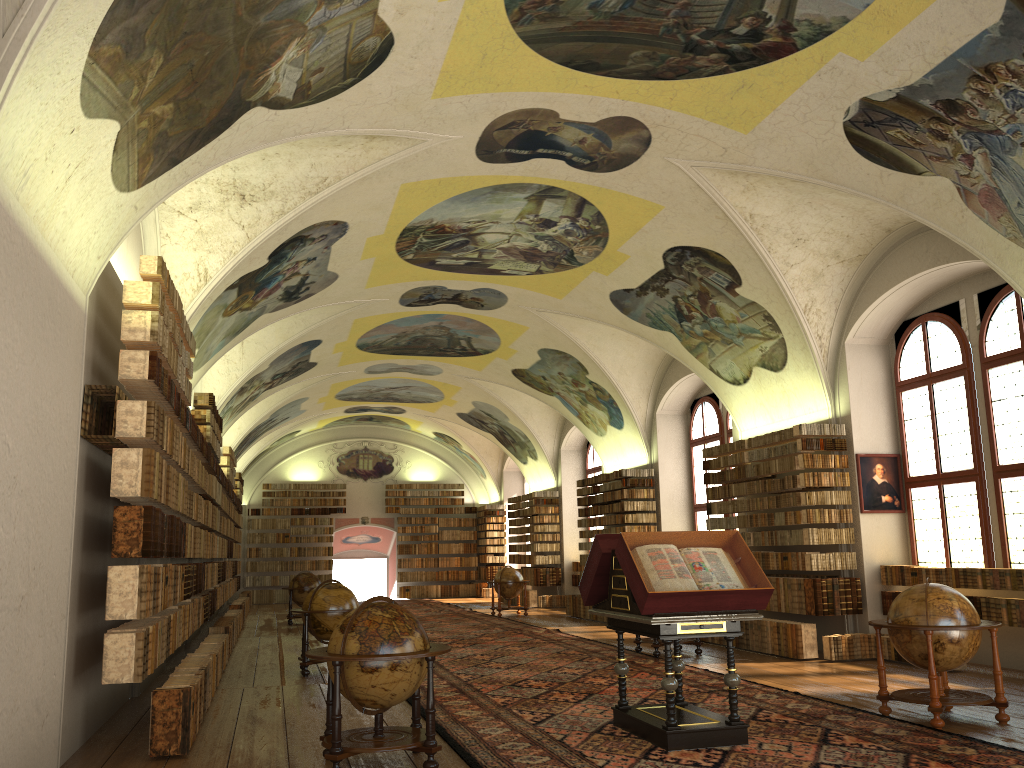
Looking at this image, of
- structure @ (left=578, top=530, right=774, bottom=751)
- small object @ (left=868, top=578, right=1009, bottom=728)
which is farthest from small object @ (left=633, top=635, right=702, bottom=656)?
structure @ (left=578, top=530, right=774, bottom=751)

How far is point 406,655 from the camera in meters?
7.3

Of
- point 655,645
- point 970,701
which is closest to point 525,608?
point 655,645

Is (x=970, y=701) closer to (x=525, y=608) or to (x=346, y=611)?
(x=346, y=611)

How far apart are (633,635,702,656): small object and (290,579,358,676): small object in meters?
5.1 m

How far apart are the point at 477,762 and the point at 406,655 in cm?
118

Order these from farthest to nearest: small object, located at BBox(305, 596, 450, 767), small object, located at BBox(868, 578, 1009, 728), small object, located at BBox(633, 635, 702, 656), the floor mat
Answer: small object, located at BBox(633, 635, 702, 656), small object, located at BBox(868, 578, 1009, 728), the floor mat, small object, located at BBox(305, 596, 450, 767)

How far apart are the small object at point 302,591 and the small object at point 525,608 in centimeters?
500cm

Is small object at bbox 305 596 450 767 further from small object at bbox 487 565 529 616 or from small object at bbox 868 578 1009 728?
small object at bbox 487 565 529 616

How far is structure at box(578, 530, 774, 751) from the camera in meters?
7.9
